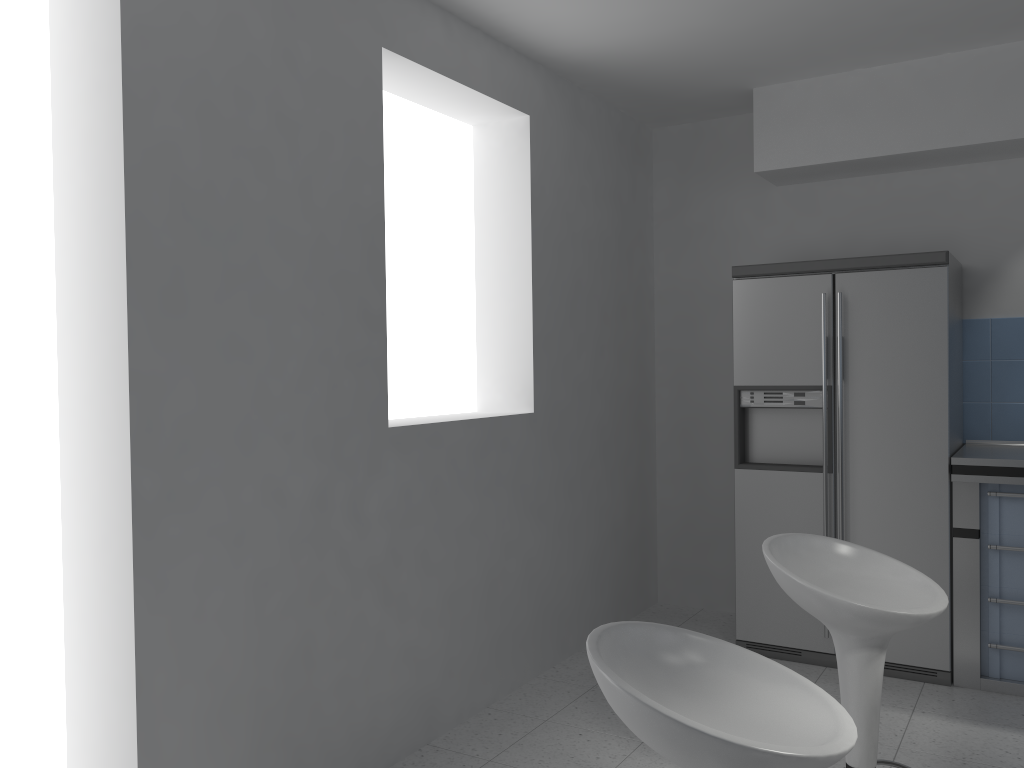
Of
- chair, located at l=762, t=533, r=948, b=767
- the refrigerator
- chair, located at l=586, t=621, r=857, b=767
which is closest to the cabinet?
the refrigerator

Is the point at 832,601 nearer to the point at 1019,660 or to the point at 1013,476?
the point at 1013,476

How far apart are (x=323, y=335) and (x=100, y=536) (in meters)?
0.88

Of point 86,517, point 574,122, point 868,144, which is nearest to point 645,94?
point 574,122

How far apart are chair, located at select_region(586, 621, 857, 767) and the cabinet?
2.5 meters

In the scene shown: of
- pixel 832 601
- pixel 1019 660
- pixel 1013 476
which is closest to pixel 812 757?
pixel 832 601

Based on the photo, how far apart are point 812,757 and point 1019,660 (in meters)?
2.93

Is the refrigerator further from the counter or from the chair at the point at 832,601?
the chair at the point at 832,601

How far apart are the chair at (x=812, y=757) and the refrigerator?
2.41m

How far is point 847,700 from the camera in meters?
2.2 m
